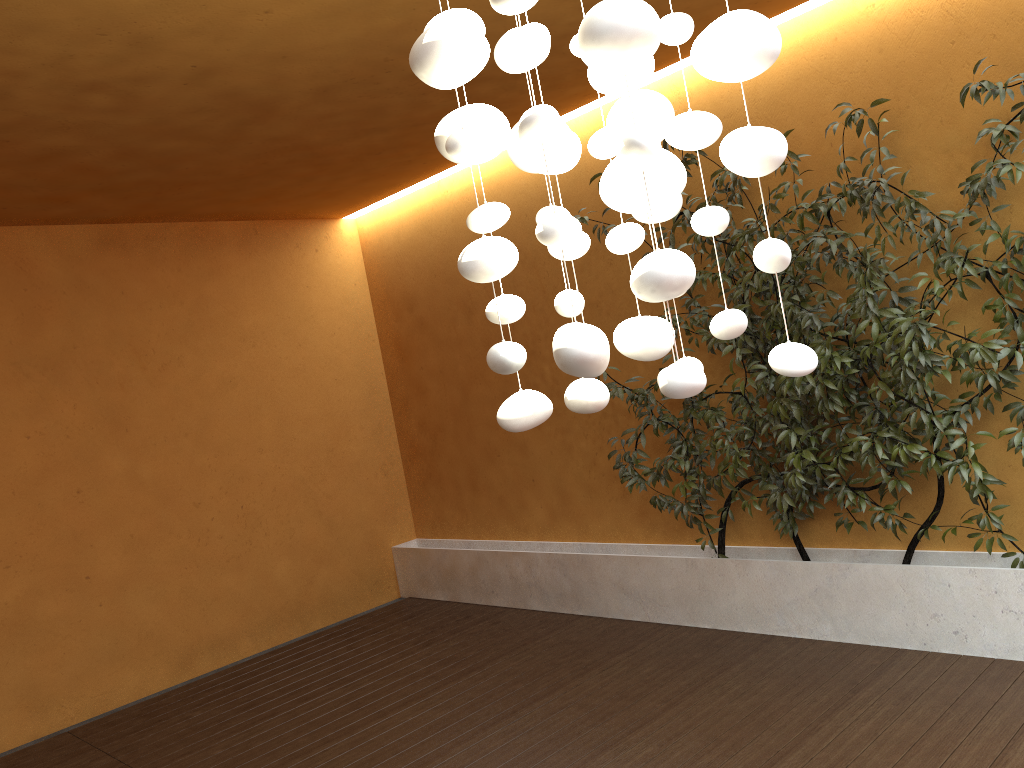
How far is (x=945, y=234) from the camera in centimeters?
365cm

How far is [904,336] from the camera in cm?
Answer: 359

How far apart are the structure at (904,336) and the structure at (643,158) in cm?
198

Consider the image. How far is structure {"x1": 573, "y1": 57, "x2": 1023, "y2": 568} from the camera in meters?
3.6 m

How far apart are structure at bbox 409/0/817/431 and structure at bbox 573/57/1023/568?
2.0 meters

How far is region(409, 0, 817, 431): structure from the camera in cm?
140

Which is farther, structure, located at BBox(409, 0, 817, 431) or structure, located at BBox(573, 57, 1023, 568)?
structure, located at BBox(573, 57, 1023, 568)
